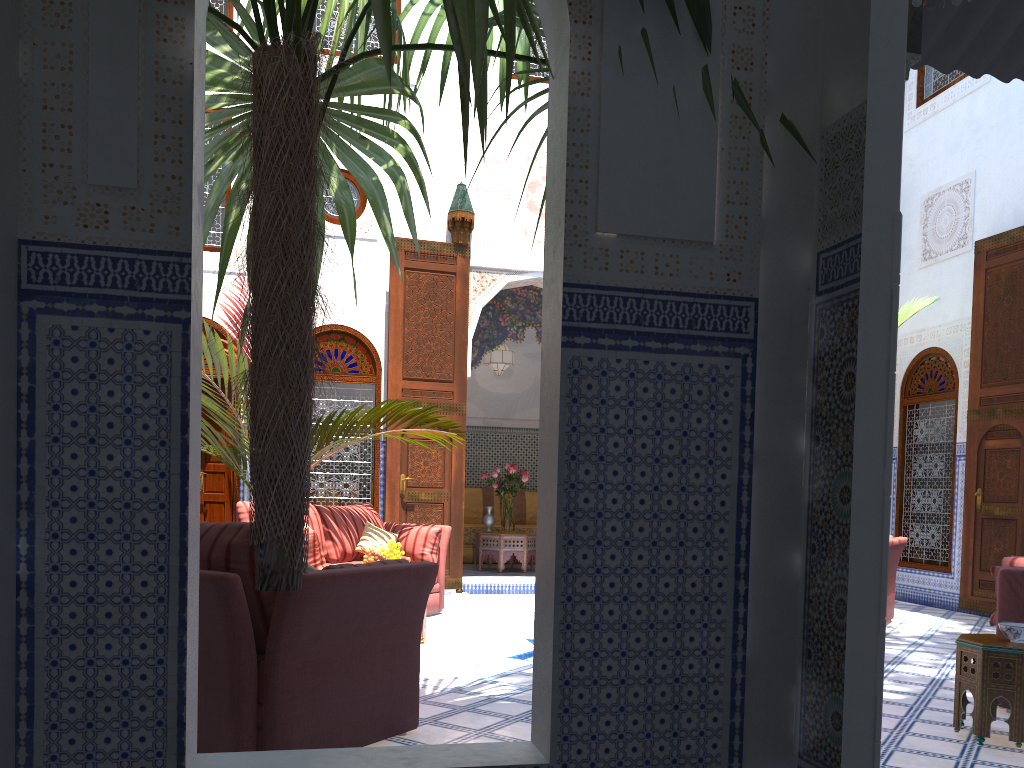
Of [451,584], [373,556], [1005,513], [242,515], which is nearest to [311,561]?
[373,556]

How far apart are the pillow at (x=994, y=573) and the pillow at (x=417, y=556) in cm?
300

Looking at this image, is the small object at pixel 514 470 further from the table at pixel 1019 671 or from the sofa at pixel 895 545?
the table at pixel 1019 671

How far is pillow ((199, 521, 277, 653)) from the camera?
2.2 meters

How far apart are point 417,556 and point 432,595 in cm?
25

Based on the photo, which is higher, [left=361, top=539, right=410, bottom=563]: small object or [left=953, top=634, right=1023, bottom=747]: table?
[left=361, top=539, right=410, bottom=563]: small object

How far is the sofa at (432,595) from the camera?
5.2m

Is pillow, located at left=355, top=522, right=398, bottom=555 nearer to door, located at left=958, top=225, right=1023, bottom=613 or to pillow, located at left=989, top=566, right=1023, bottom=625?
pillow, located at left=989, top=566, right=1023, bottom=625

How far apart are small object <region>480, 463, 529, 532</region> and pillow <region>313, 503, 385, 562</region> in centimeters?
197cm

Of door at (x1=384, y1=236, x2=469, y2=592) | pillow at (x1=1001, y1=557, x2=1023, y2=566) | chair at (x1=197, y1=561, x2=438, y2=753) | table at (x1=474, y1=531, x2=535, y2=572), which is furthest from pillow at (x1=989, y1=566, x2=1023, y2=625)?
table at (x1=474, y1=531, x2=535, y2=572)
